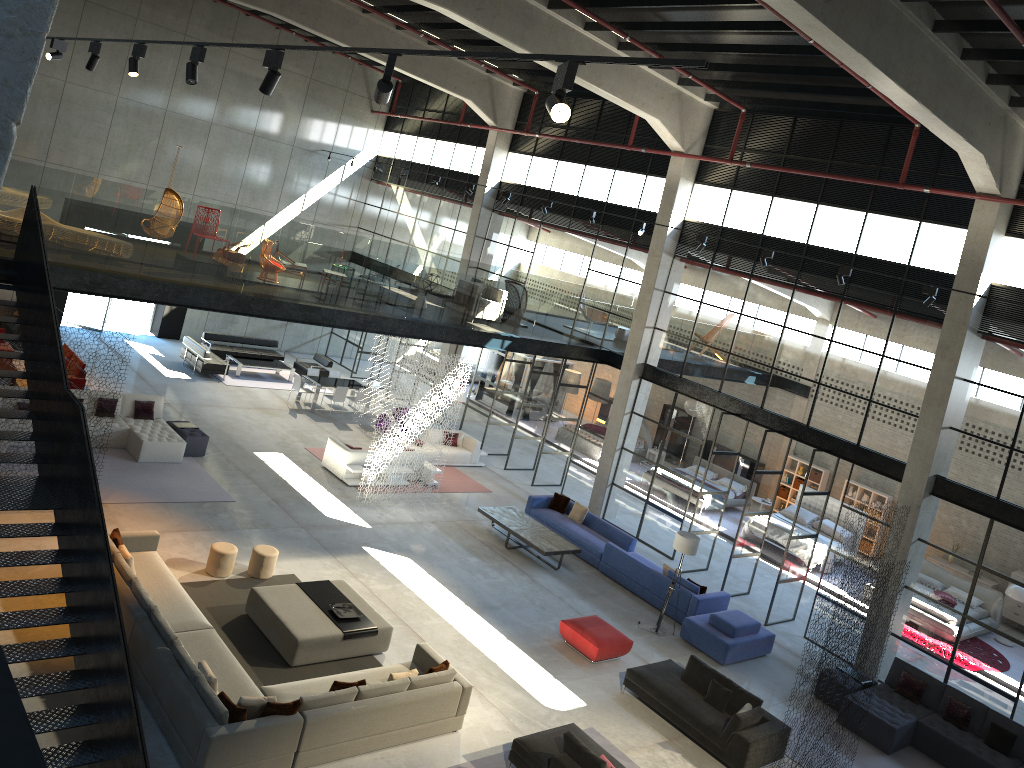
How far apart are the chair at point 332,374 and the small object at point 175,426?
7.3 meters

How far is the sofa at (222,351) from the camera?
26.0 meters

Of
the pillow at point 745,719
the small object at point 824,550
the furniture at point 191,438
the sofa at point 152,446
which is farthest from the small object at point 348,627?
the small object at point 824,550

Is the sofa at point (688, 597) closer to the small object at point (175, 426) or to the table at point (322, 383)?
the small object at point (175, 426)

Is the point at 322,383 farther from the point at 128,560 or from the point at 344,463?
the point at 128,560

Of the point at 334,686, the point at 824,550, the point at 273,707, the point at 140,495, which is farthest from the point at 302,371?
the point at 273,707

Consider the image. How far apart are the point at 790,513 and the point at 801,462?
3.04m

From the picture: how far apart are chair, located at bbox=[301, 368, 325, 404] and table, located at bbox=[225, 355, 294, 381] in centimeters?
166cm

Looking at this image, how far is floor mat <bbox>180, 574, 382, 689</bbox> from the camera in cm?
1155

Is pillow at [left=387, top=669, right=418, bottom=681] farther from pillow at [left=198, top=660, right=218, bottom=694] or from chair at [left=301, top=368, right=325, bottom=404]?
chair at [left=301, top=368, right=325, bottom=404]
